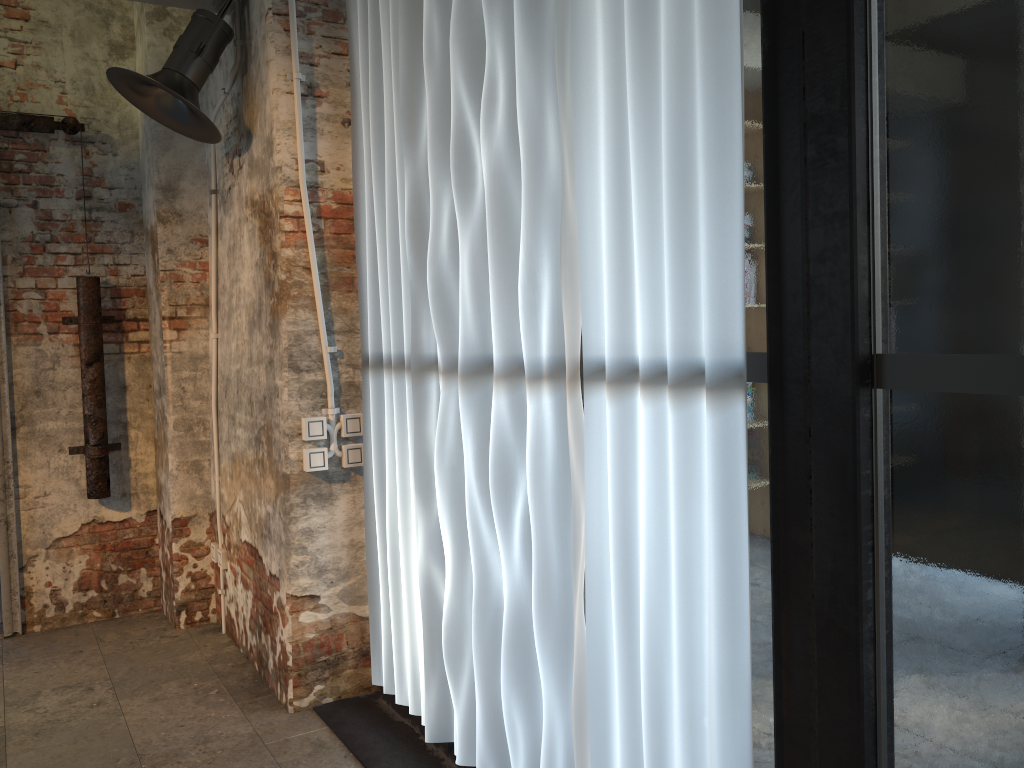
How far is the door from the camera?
4.4 meters

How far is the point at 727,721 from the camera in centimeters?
176cm

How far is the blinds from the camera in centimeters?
176cm

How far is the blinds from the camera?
1.8 meters

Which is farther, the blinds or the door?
the door

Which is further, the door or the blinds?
the door

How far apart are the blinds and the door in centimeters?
190cm

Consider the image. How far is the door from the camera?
4.4m

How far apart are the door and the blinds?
1.9 meters
